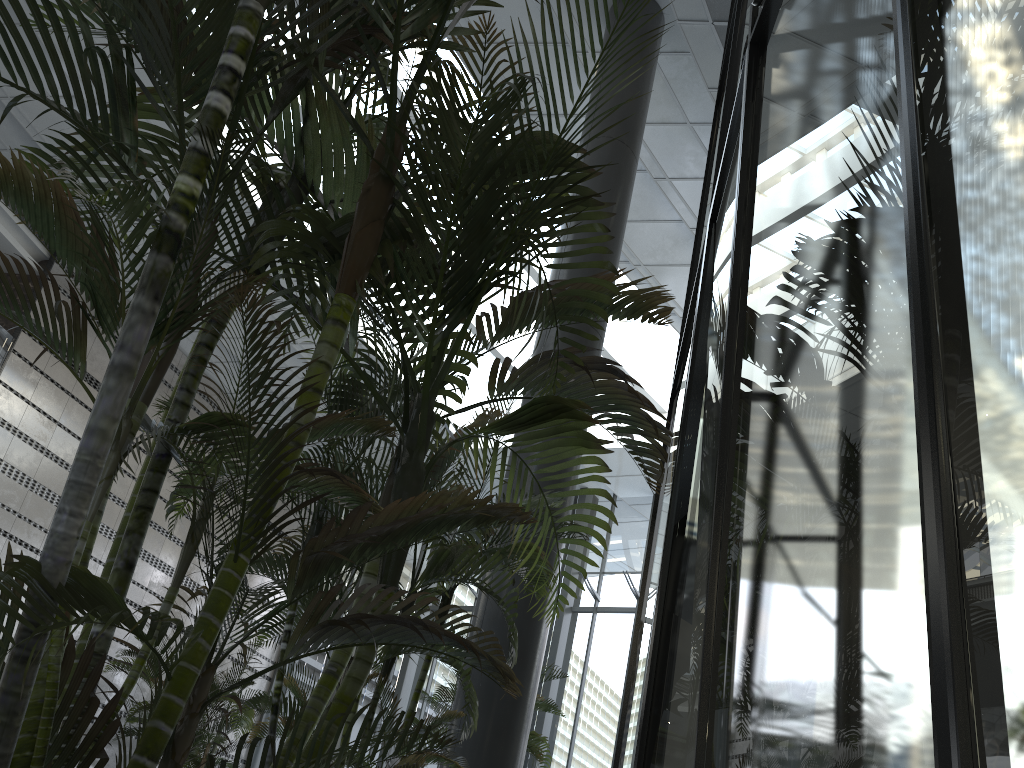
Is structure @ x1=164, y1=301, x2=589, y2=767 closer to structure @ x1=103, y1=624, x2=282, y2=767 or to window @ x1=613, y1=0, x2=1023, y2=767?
window @ x1=613, y1=0, x2=1023, y2=767

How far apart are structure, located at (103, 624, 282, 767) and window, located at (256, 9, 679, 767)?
2.63m

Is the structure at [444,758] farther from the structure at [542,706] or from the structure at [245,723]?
the structure at [245,723]

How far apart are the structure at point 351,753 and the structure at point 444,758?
0.2m

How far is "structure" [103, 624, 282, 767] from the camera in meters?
10.6

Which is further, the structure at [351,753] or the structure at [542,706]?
the structure at [542,706]

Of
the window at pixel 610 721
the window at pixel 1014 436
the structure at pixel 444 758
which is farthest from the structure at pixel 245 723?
the window at pixel 1014 436

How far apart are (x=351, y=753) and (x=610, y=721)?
11.70m

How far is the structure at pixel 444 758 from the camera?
3.14m

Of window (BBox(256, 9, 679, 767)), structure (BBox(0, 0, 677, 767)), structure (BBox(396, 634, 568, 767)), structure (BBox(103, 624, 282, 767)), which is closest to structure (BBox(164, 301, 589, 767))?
structure (BBox(0, 0, 677, 767))
